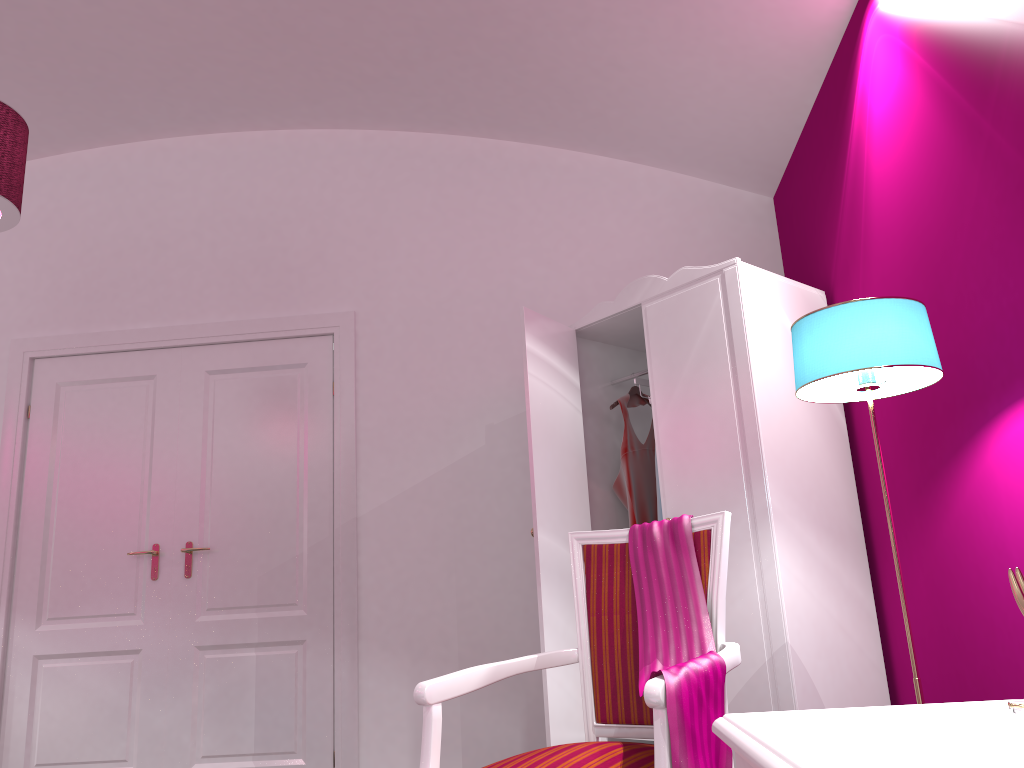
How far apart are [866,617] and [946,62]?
1.7m

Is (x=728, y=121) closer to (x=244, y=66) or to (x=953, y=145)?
(x=953, y=145)

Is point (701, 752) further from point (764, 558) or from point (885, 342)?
point (764, 558)

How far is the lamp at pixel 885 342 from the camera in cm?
180

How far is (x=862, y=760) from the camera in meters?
0.7 m

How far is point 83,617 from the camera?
3.78m

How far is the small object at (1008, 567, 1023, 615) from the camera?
0.99m

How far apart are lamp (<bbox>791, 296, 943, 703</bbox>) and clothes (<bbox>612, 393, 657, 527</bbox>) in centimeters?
129cm

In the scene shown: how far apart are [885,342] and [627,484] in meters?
1.6

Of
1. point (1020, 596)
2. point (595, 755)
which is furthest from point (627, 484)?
point (1020, 596)
